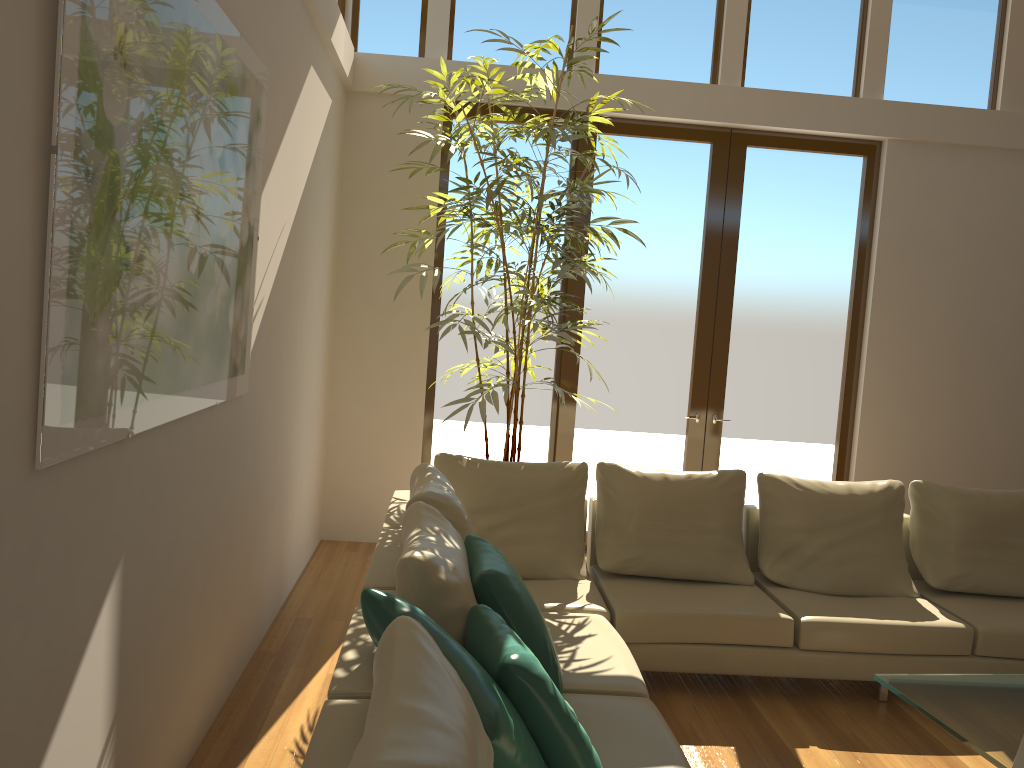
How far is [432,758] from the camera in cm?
150

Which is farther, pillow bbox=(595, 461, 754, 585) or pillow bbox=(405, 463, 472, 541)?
pillow bbox=(595, 461, 754, 585)

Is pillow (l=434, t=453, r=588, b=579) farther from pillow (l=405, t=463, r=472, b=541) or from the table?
the table

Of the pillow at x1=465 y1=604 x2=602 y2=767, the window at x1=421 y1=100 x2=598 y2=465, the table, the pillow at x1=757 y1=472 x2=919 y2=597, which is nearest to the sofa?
the pillow at x1=757 y1=472 x2=919 y2=597

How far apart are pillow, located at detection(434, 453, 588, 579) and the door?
1.81m

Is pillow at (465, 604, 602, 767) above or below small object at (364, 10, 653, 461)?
below

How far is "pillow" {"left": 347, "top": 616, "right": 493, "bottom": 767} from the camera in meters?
1.5

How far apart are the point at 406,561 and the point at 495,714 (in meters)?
0.70

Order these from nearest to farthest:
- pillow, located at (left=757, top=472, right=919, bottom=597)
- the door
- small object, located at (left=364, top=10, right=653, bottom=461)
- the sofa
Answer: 1. the sofa
2. pillow, located at (left=757, top=472, right=919, bottom=597)
3. small object, located at (left=364, top=10, right=653, bottom=461)
4. the door

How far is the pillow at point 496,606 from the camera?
2.90m
